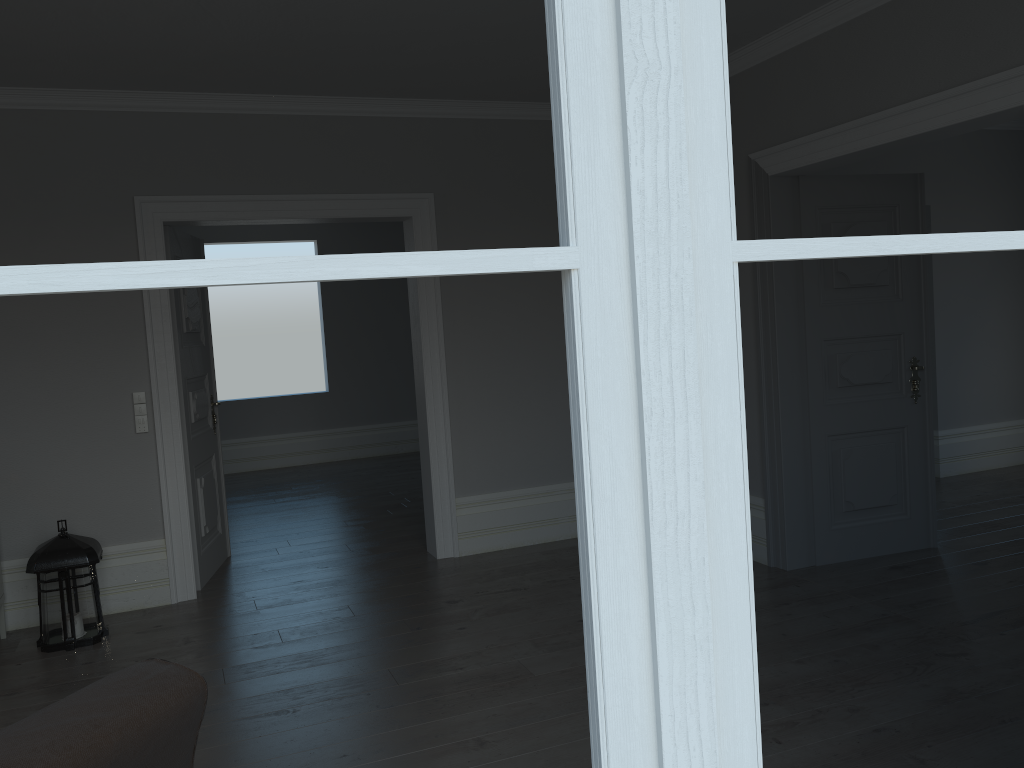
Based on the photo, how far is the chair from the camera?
1.4 meters

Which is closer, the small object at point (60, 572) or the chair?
the chair

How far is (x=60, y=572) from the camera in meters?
4.2

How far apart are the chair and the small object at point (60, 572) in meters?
2.7 m

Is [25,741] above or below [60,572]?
above

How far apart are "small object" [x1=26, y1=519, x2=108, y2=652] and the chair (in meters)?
2.71

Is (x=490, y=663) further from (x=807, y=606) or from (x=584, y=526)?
(x=584, y=526)

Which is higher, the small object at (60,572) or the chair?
the chair

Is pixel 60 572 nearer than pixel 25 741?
No

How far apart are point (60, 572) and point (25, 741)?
3.1 meters
